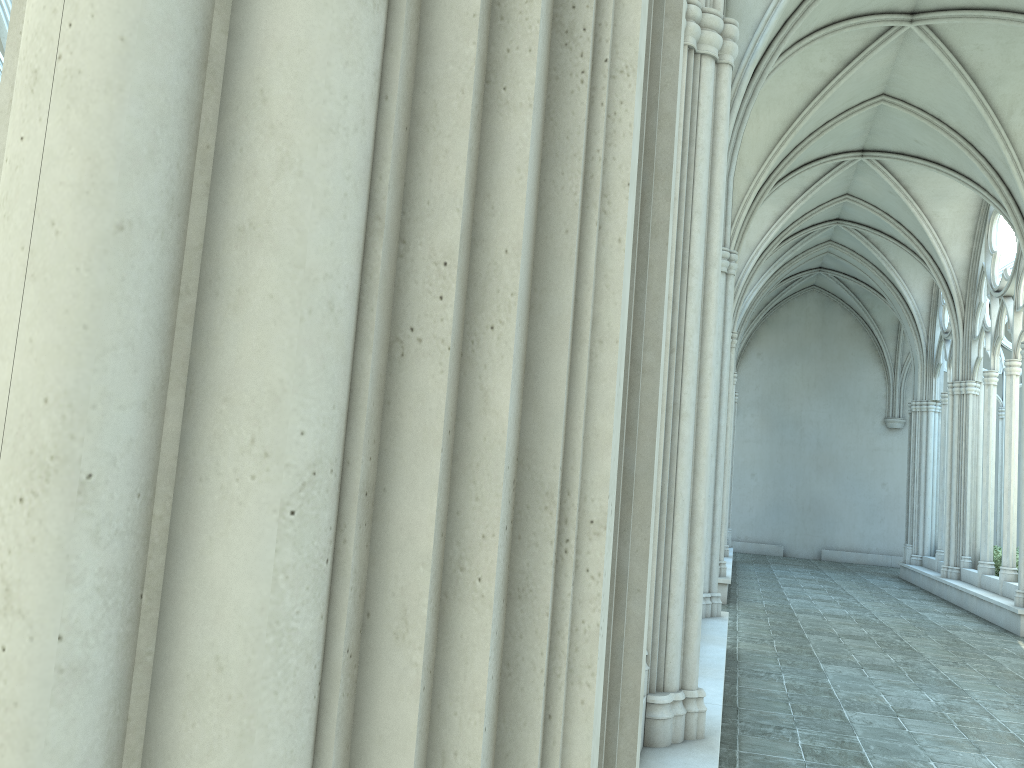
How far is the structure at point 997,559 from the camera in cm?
1546

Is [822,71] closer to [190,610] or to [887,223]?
[887,223]

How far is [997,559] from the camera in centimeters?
1546cm

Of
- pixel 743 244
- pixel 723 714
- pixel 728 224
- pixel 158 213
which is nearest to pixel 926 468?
pixel 743 244

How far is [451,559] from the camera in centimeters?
72cm

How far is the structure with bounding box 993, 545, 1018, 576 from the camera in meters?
15.5 m
